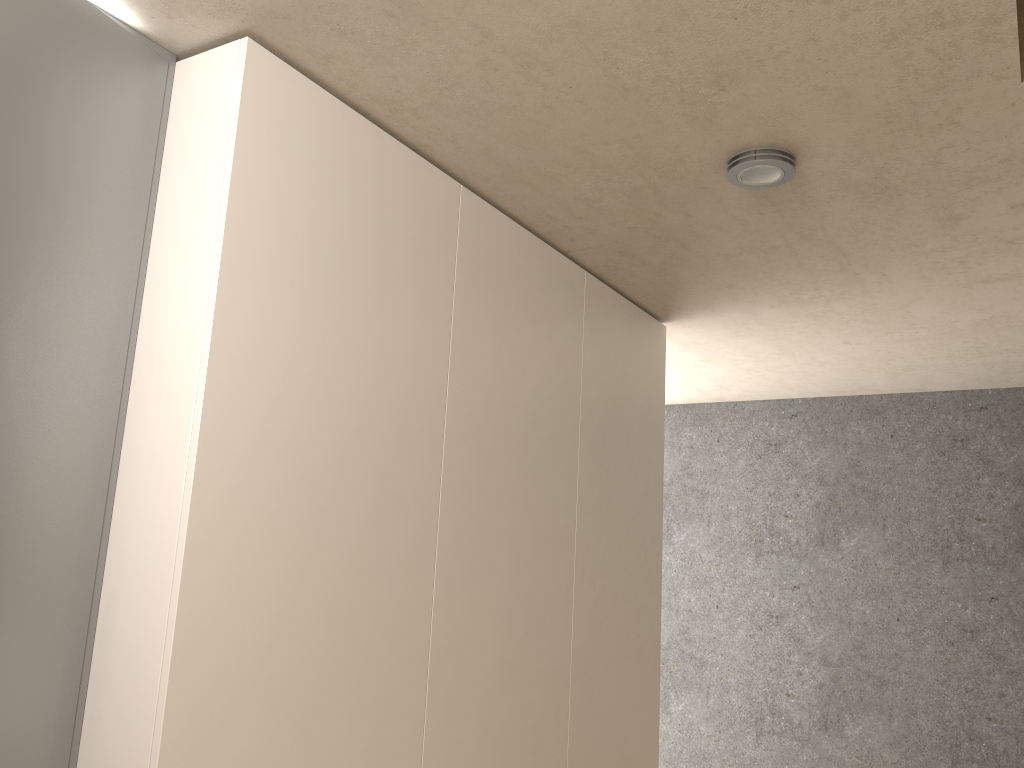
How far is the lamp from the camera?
2.24m

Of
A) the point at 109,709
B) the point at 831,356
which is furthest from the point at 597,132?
the point at 831,356

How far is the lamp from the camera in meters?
2.2

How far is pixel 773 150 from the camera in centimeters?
224cm

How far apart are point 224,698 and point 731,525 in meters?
4.1 m

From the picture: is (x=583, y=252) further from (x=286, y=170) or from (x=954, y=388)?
(x=954, y=388)
